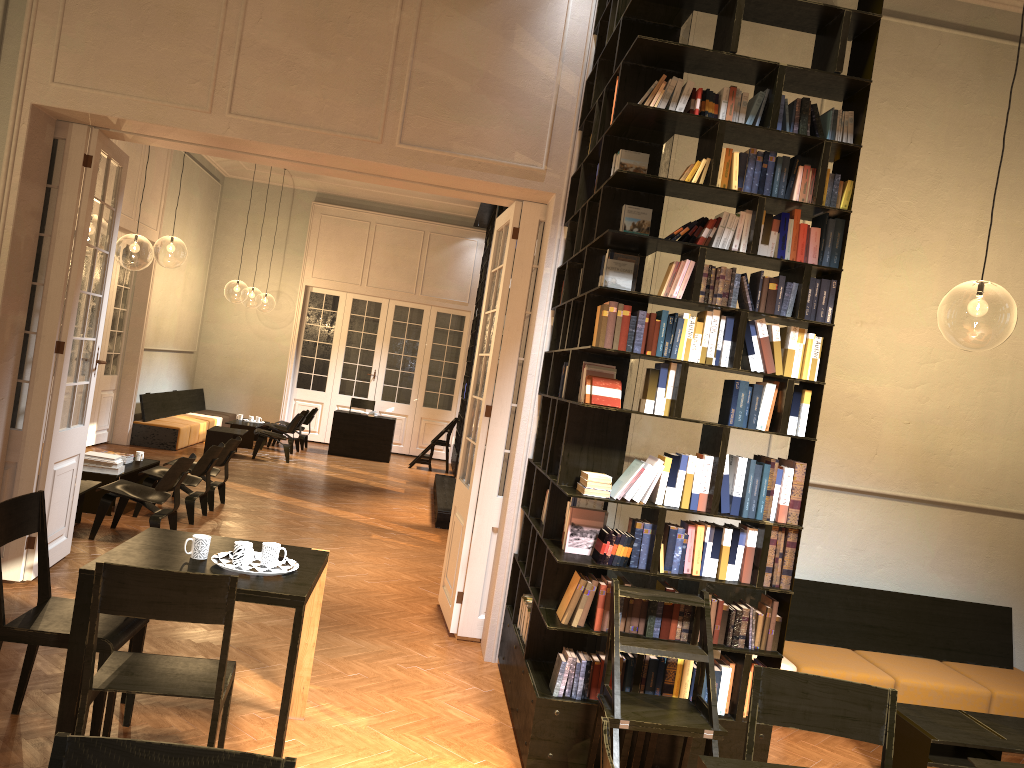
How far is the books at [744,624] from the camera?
4.5 meters

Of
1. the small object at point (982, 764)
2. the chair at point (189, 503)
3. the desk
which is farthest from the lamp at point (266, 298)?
the small object at point (982, 764)

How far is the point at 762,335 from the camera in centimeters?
448cm

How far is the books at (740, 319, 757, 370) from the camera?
4.49m

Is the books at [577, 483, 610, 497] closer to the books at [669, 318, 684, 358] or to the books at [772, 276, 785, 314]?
the books at [669, 318, 684, 358]

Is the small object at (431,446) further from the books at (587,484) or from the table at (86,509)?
the books at (587,484)

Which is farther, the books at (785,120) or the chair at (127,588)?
the books at (785,120)

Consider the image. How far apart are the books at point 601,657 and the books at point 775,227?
2.22m

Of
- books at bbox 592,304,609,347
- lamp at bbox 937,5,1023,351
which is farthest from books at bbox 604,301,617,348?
lamp at bbox 937,5,1023,351

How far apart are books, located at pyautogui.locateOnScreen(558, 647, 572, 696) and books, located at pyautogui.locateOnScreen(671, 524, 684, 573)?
0.7m
